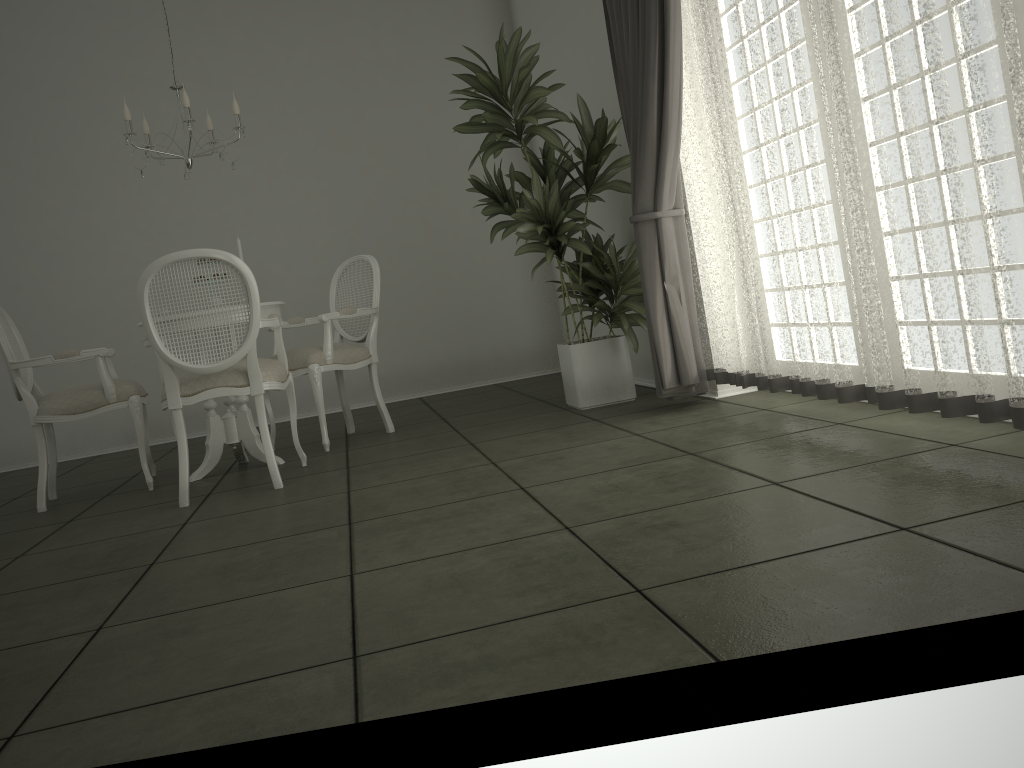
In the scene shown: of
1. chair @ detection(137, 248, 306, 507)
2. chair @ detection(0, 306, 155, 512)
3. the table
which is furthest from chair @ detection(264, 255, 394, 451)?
chair @ detection(0, 306, 155, 512)

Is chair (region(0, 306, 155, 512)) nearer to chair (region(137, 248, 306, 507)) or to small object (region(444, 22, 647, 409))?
chair (region(137, 248, 306, 507))

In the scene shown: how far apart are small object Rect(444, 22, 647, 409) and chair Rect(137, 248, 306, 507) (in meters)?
1.29

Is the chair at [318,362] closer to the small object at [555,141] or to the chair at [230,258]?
the chair at [230,258]

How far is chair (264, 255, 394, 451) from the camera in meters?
4.7 m

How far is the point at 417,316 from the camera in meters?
7.1 m

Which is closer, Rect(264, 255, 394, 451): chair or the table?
the table

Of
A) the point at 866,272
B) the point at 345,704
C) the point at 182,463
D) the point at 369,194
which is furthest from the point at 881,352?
the point at 369,194

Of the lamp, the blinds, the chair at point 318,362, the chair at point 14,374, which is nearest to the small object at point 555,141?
the blinds

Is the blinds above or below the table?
above
